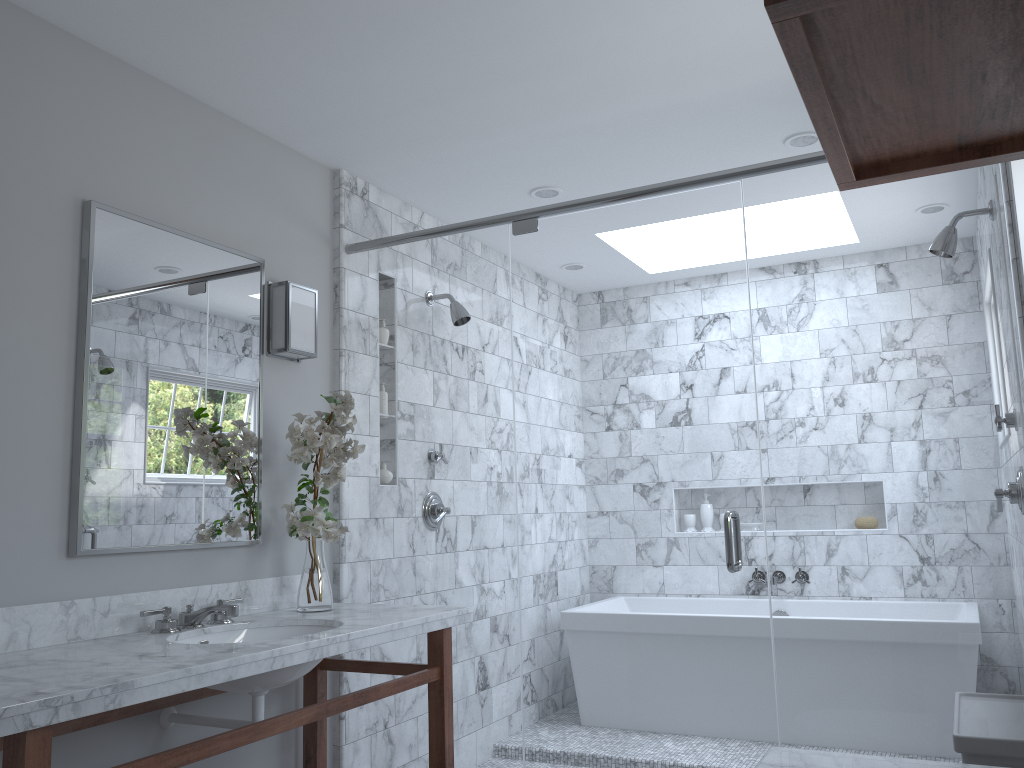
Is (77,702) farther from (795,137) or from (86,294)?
(795,137)

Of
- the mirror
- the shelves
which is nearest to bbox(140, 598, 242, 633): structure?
the mirror

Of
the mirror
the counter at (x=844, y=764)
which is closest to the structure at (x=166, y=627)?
the mirror

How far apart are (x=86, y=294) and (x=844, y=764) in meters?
2.2

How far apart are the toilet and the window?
1.1 meters

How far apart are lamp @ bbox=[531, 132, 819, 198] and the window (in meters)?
1.05

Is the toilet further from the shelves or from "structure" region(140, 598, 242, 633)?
"structure" region(140, 598, 242, 633)

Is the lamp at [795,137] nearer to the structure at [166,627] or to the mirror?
the mirror

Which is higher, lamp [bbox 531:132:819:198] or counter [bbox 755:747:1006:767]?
lamp [bbox 531:132:819:198]

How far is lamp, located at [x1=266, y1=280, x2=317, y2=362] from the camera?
3.1 meters
